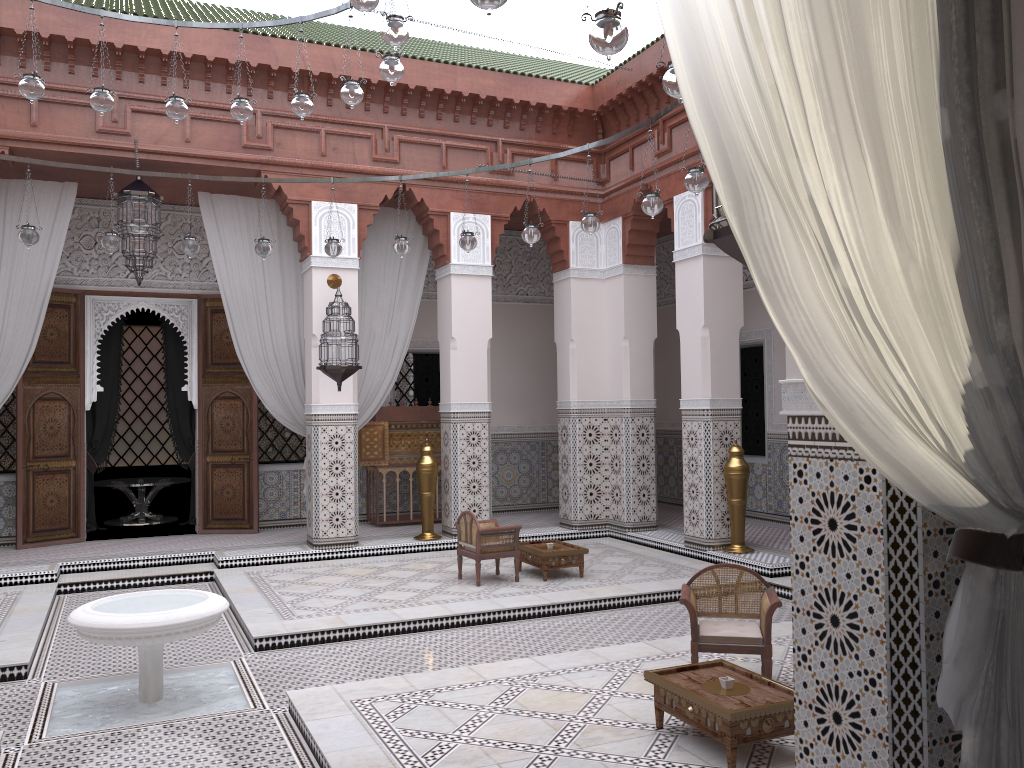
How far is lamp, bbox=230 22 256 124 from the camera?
3.2 meters

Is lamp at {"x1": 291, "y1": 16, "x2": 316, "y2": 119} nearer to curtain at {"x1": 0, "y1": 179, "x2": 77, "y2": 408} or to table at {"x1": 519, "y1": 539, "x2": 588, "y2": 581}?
curtain at {"x1": 0, "y1": 179, "x2": 77, "y2": 408}

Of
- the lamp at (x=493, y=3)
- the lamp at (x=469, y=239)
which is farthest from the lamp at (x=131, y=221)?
the lamp at (x=493, y=3)

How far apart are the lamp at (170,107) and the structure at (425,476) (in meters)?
2.23

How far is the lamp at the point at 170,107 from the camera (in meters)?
3.14

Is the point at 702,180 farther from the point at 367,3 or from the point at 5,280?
the point at 5,280

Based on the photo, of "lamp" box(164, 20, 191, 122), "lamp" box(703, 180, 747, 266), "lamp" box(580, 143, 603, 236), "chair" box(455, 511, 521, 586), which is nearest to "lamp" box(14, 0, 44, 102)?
"lamp" box(164, 20, 191, 122)

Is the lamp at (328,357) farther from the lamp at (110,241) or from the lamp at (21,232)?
the lamp at (21,232)

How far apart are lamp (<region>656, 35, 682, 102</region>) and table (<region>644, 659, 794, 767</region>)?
1.32m

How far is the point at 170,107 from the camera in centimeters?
314cm
